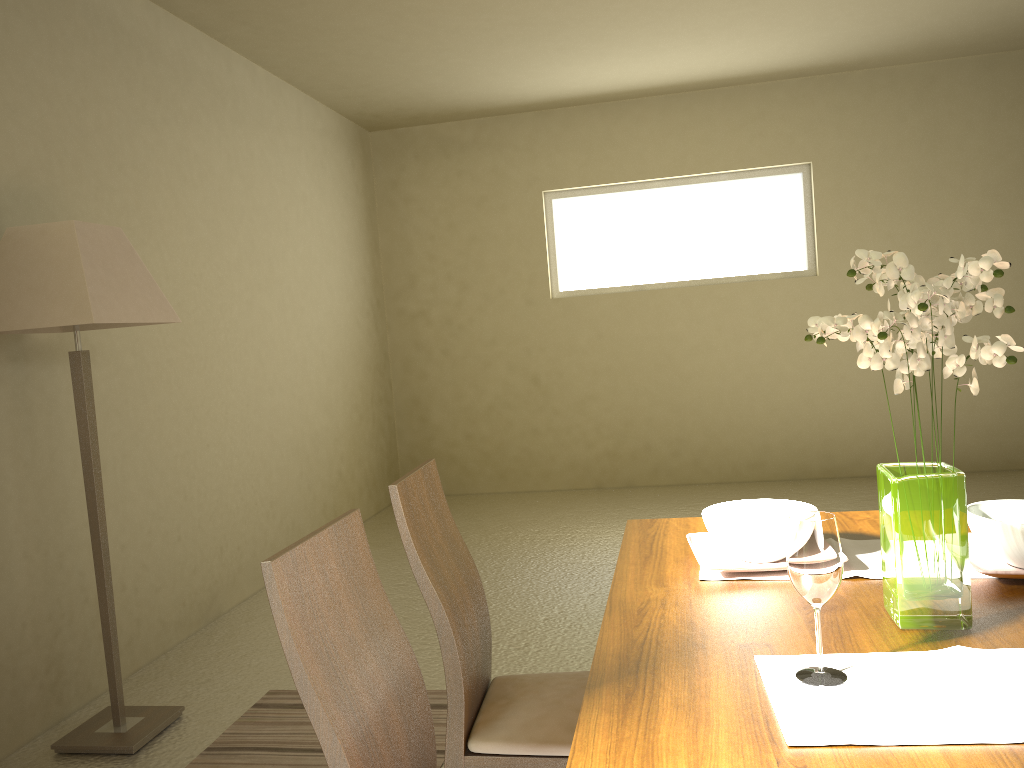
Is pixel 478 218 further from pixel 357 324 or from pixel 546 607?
pixel 546 607

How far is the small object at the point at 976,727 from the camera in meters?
1.1 m

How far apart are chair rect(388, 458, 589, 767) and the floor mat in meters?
0.8 m

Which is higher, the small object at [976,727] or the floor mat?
the small object at [976,727]

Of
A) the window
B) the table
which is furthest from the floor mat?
the window

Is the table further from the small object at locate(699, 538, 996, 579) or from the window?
the window

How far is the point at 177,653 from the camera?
3.94m

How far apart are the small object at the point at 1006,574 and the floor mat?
1.72m

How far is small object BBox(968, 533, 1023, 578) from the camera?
1.55m

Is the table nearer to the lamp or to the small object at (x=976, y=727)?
the small object at (x=976, y=727)
